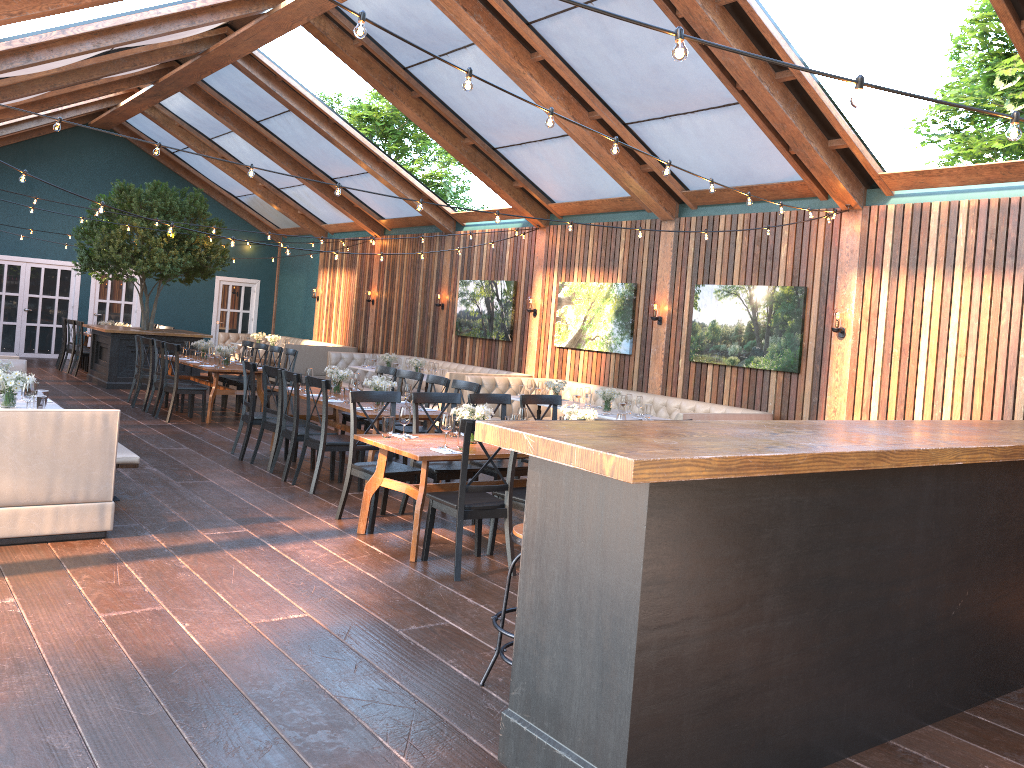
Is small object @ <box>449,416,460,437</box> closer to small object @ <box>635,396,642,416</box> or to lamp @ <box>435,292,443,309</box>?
small object @ <box>635,396,642,416</box>

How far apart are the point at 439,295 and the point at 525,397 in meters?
8.5 m

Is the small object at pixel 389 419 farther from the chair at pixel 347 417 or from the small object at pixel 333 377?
the chair at pixel 347 417

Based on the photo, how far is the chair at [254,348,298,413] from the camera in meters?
12.5

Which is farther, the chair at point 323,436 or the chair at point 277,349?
the chair at point 277,349

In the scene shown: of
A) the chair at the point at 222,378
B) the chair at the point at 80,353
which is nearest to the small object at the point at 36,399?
the chair at the point at 222,378

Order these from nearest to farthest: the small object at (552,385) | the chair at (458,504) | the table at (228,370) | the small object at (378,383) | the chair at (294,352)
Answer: the chair at (458,504) < the small object at (378,383) < the small object at (552,385) < the table at (228,370) < the chair at (294,352)

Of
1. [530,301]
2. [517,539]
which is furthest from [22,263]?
[517,539]

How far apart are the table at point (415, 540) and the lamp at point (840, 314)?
4.51m

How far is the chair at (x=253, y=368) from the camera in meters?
9.2 m
